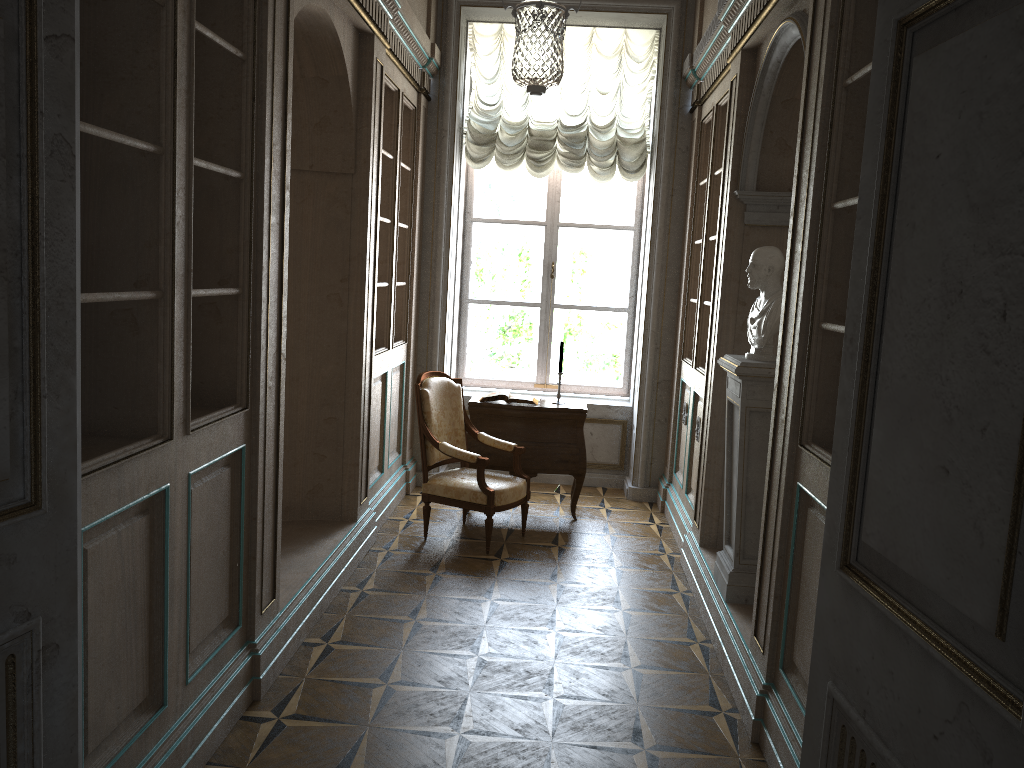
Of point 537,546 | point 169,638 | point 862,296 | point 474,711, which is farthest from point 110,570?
point 537,546

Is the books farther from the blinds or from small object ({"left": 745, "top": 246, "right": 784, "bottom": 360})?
small object ({"left": 745, "top": 246, "right": 784, "bottom": 360})

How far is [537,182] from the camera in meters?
7.2

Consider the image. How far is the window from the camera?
7.18m

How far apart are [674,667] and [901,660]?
2.7 meters

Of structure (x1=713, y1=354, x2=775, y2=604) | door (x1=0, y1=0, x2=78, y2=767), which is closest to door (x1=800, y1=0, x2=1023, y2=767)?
door (x1=0, y1=0, x2=78, y2=767)

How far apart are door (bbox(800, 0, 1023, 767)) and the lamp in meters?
2.1

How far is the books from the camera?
6.0 meters

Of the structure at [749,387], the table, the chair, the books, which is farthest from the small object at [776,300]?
the books

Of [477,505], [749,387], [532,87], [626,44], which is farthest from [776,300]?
[626,44]
